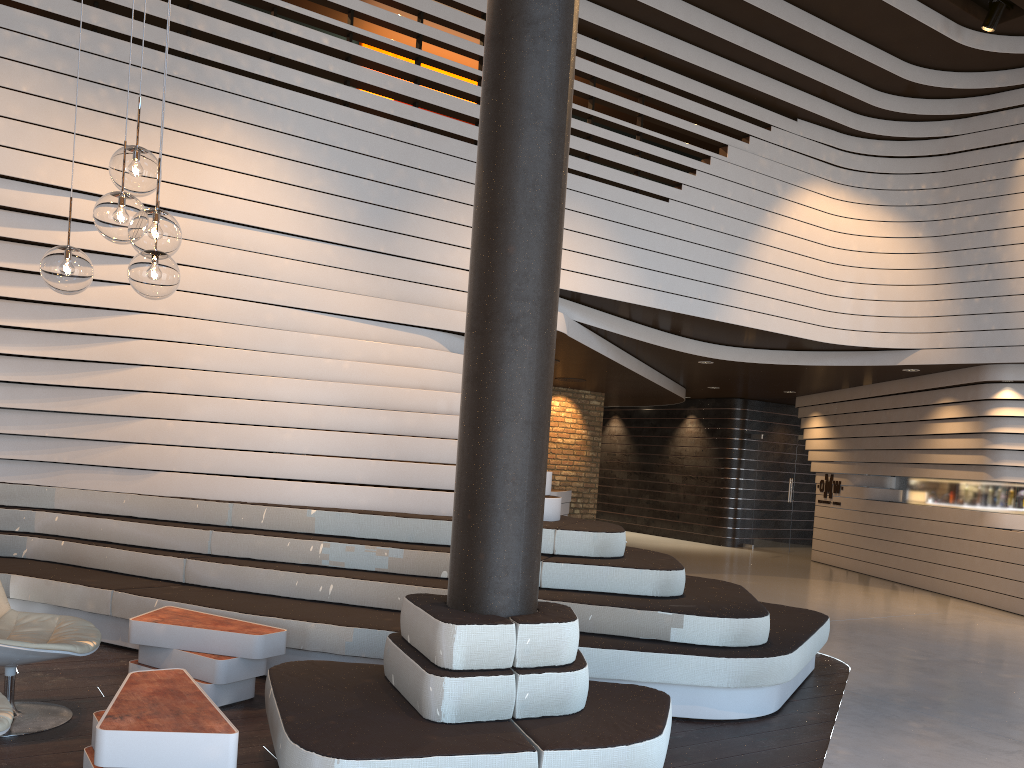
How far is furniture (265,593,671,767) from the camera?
2.9 meters

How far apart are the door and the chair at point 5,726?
13.5m

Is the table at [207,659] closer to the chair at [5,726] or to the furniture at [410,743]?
the furniture at [410,743]

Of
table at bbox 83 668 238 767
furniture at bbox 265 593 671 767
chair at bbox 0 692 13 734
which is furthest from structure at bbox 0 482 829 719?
chair at bbox 0 692 13 734

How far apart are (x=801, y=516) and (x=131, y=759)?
13.6m

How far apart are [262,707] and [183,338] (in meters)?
2.89

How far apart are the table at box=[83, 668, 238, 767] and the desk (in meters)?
8.80

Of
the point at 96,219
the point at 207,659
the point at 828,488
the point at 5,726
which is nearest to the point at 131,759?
the point at 5,726

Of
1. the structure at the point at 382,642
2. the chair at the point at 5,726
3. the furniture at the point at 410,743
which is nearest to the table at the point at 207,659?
the structure at the point at 382,642

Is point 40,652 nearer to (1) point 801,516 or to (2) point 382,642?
(2) point 382,642
